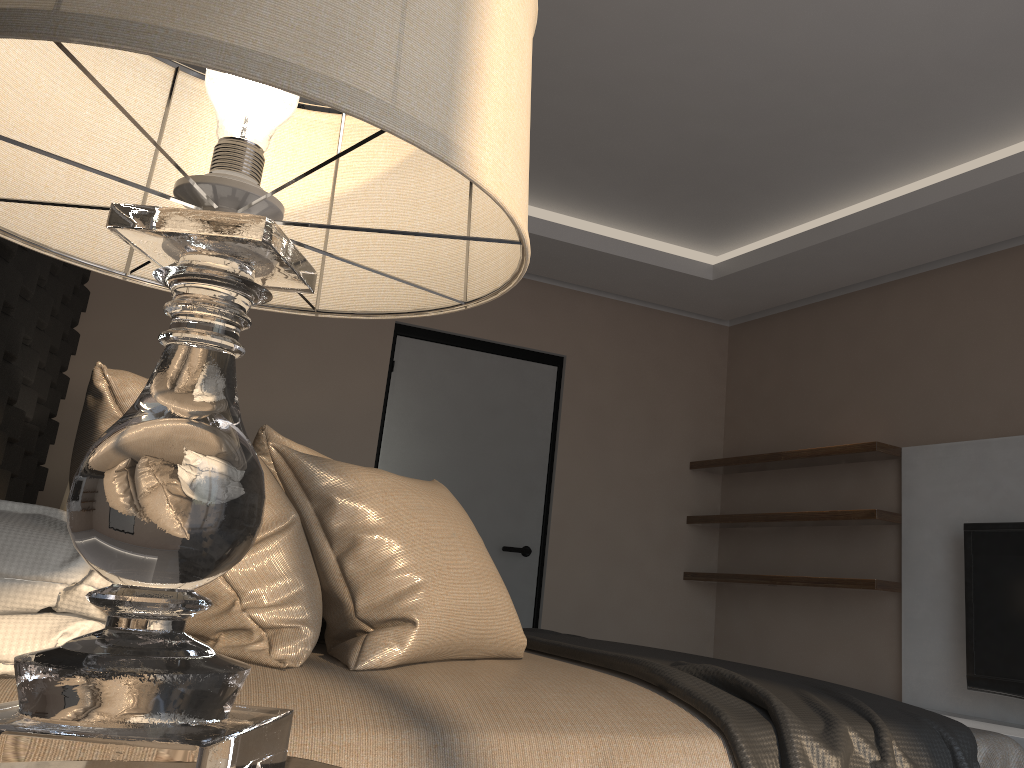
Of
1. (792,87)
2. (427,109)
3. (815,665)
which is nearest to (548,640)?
A: (427,109)

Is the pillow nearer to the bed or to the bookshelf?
the bed

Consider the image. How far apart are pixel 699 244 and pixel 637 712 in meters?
3.7

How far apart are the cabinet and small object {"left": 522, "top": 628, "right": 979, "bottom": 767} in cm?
170

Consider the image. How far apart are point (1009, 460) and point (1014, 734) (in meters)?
1.14

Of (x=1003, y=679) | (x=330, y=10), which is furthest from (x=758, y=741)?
(x=1003, y=679)

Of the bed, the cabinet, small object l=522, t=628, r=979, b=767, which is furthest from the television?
the bed

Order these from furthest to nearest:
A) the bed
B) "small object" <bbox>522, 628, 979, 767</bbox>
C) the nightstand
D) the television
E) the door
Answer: the door
the television
"small object" <bbox>522, 628, 979, 767</bbox>
the bed
the nightstand

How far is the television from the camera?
3.43m

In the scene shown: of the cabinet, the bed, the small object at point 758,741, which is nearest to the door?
the small object at point 758,741
